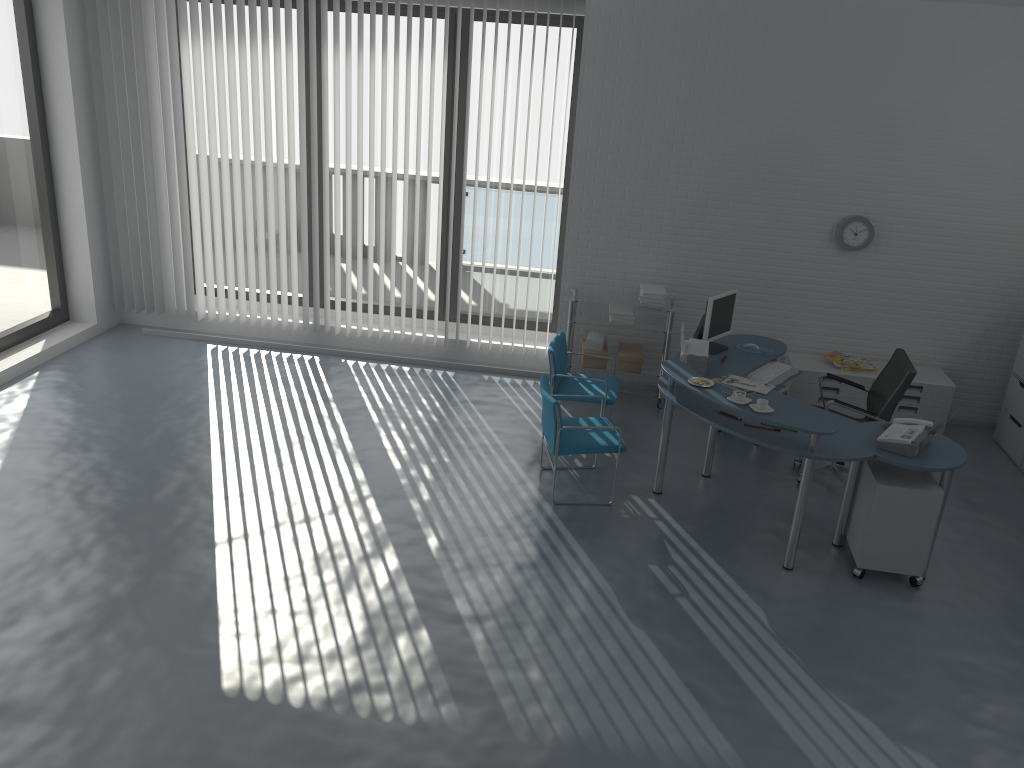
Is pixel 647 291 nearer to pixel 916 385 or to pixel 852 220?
pixel 852 220

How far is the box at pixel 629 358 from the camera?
7.17m

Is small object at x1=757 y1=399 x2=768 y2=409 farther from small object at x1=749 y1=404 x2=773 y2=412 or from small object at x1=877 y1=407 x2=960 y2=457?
small object at x1=877 y1=407 x2=960 y2=457

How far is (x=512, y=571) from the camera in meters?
4.9

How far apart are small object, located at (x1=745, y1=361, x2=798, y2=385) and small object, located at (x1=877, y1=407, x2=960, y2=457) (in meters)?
0.98

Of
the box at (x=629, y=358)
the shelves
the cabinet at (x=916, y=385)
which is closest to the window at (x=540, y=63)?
the shelves

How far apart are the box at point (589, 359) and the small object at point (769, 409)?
2.3m

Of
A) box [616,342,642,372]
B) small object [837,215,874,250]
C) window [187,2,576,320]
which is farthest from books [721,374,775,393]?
window [187,2,576,320]

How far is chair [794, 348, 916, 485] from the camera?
5.7m

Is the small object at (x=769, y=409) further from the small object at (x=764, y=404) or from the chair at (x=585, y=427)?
the chair at (x=585, y=427)
